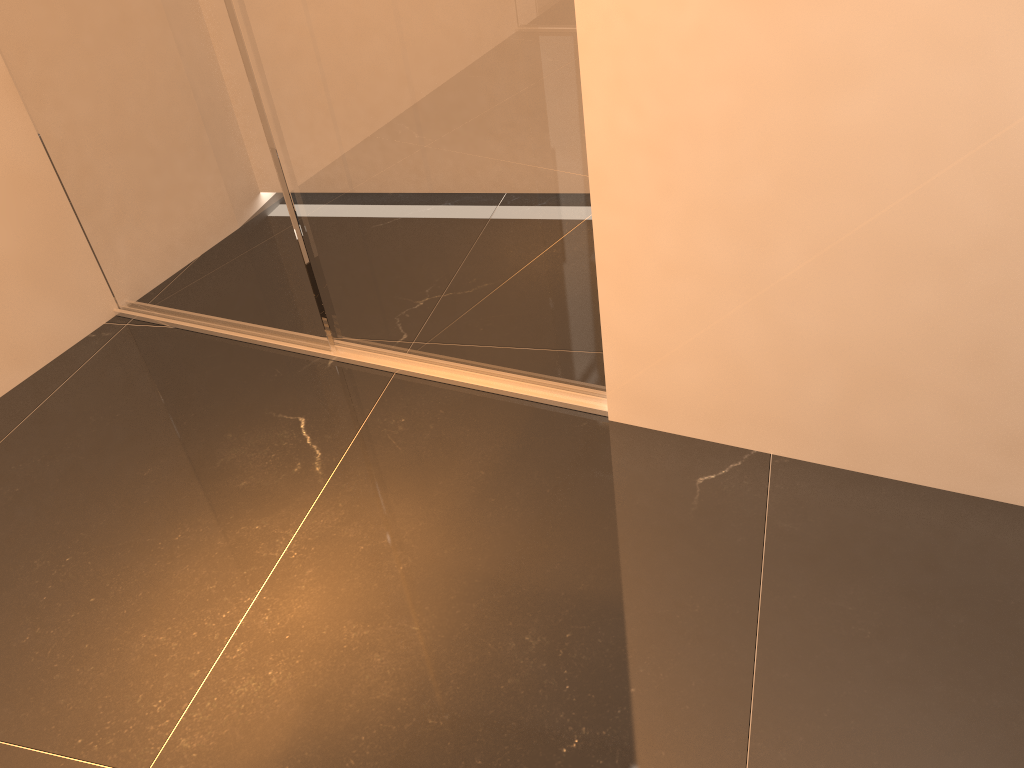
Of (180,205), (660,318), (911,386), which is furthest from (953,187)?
(180,205)
